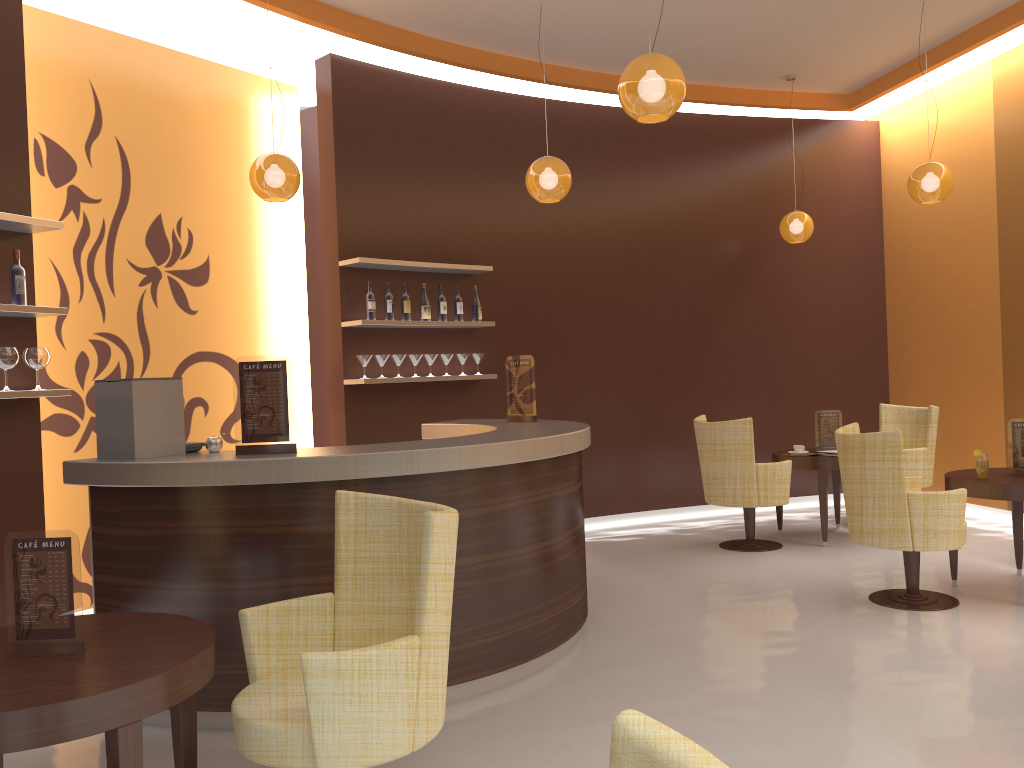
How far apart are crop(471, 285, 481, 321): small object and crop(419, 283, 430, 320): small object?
0.5 meters

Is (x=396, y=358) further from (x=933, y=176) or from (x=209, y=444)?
(x=933, y=176)

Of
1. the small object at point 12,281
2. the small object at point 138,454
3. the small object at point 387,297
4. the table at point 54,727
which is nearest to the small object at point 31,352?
the small object at point 12,281

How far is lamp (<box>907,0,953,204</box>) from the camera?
6.1 meters

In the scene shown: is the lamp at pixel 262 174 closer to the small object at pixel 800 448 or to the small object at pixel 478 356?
the small object at pixel 478 356

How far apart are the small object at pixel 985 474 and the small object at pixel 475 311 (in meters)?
3.69

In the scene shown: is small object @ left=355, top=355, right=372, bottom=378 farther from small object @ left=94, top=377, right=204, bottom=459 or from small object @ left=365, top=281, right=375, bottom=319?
small object @ left=94, top=377, right=204, bottom=459

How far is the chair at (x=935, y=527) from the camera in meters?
4.8 m

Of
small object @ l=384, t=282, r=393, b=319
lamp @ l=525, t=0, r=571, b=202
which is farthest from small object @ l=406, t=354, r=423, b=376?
lamp @ l=525, t=0, r=571, b=202

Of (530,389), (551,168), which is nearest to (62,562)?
(530,389)
